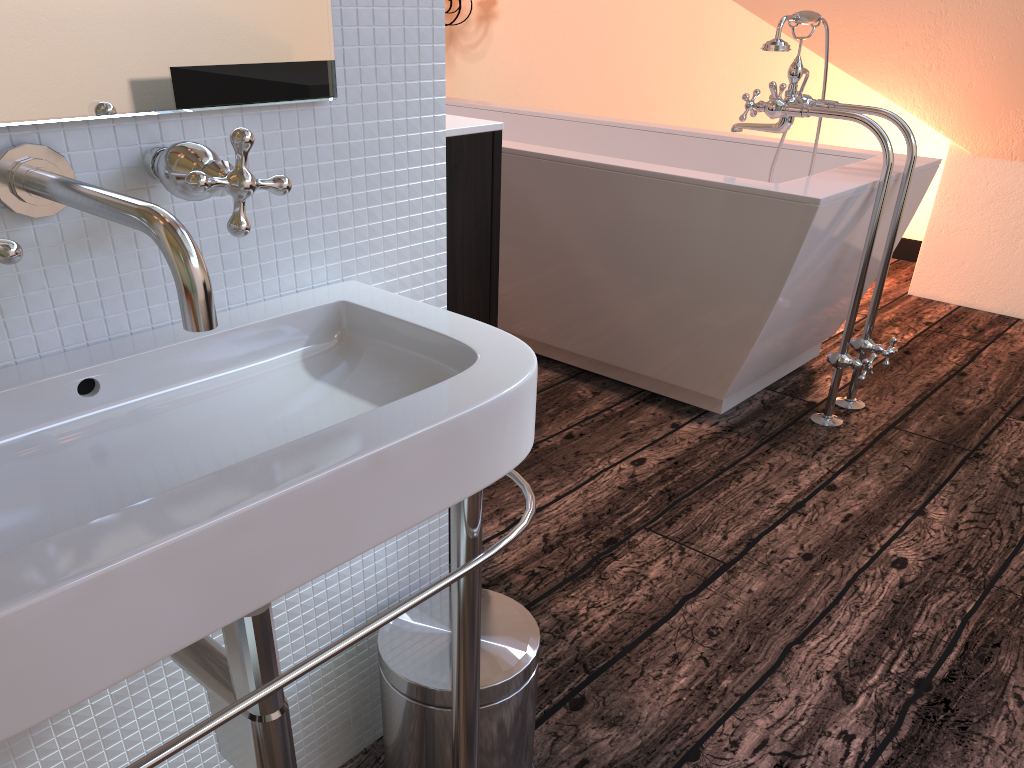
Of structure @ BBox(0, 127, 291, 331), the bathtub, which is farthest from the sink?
the bathtub

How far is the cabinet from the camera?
1.4m

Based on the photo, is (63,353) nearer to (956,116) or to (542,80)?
(956,116)

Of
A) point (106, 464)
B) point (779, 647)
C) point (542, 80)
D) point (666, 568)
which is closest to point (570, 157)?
point (666, 568)

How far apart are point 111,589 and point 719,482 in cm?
179

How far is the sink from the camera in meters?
0.5 m

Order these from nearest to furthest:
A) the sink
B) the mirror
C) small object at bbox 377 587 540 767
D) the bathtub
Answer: the sink → the mirror → small object at bbox 377 587 540 767 → the bathtub

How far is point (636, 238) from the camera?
2.3 meters

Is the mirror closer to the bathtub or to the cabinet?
the cabinet

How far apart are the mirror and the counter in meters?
0.5
